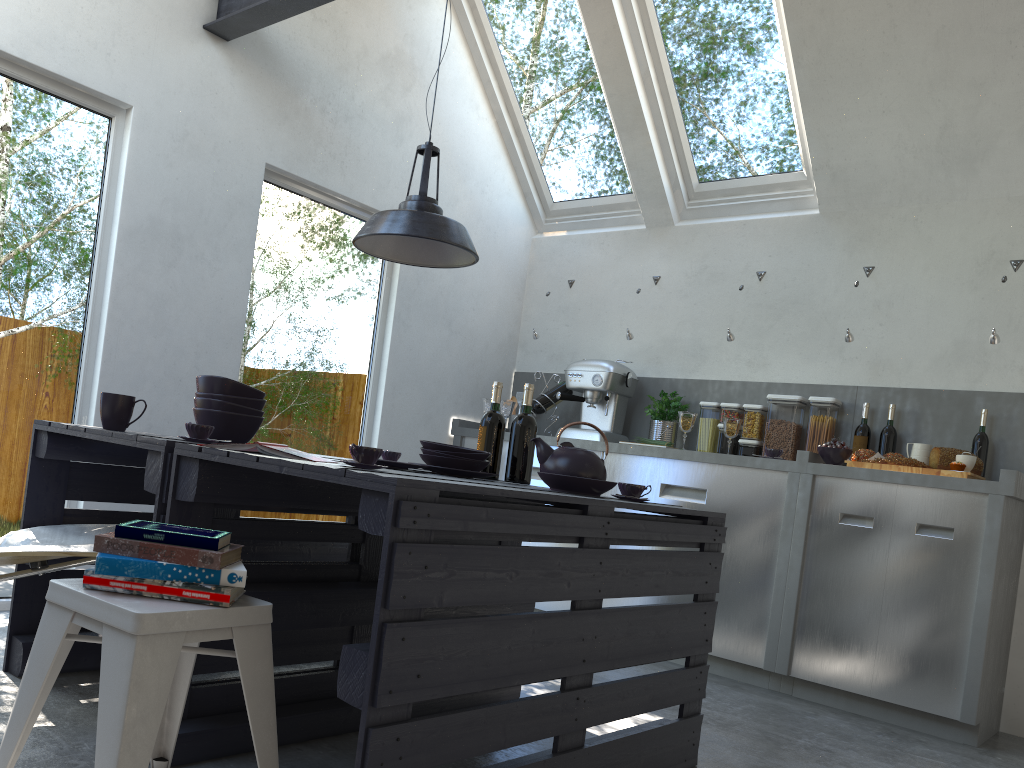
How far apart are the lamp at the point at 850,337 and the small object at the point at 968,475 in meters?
0.8

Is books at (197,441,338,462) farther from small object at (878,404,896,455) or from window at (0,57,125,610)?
small object at (878,404,896,455)

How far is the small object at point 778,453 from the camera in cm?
422

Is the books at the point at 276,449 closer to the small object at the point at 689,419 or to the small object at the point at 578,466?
the small object at the point at 578,466

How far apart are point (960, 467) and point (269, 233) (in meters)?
3.31

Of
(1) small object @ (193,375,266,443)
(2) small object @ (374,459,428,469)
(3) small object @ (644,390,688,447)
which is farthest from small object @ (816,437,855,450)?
(1) small object @ (193,375,266,443)

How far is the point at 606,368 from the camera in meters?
4.9 m

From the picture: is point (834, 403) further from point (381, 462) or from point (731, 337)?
point (381, 462)

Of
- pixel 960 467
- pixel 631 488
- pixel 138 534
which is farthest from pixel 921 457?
pixel 138 534

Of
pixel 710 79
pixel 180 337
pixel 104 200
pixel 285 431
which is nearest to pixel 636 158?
pixel 710 79
